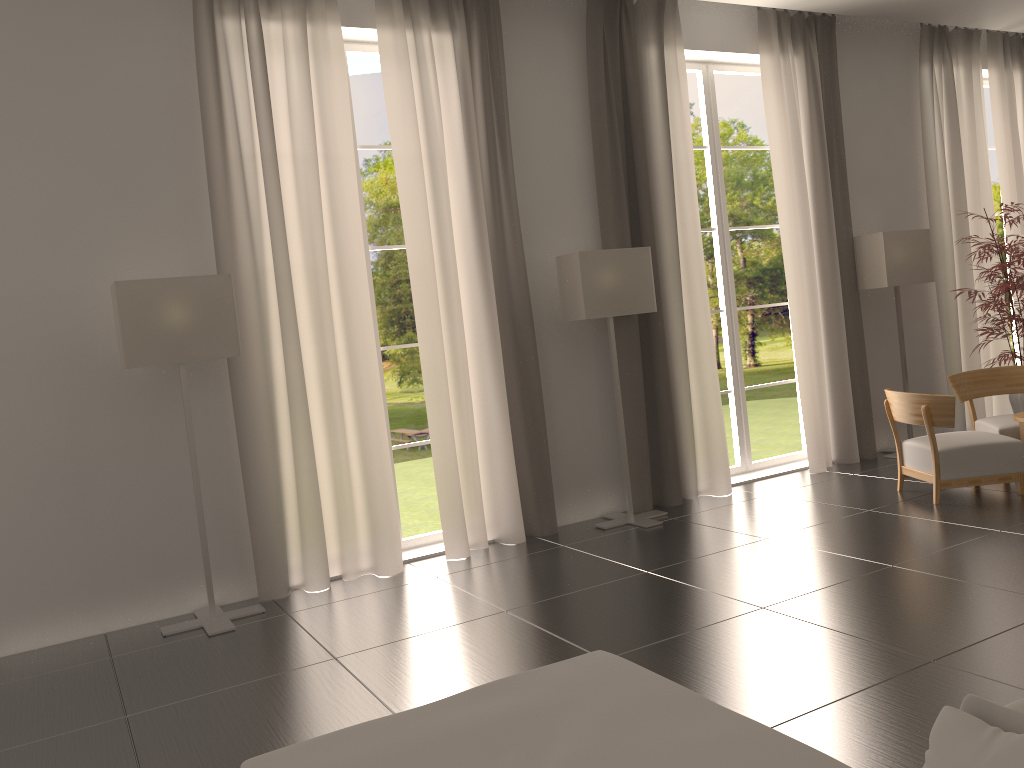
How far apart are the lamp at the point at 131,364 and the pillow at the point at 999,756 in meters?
6.8

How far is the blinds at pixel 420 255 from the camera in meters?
9.5 m

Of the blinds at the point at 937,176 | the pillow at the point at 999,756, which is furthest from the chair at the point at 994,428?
the pillow at the point at 999,756

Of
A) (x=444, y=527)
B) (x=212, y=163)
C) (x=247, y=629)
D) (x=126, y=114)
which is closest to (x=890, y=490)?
(x=444, y=527)

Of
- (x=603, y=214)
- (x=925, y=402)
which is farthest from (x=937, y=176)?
(x=603, y=214)

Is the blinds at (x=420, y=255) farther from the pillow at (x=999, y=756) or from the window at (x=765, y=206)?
the window at (x=765, y=206)

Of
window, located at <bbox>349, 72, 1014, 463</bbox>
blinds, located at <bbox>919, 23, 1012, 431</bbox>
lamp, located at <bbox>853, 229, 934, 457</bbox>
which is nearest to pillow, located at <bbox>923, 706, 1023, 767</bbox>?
lamp, located at <bbox>853, 229, 934, 457</bbox>

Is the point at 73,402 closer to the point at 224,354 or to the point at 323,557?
the point at 224,354

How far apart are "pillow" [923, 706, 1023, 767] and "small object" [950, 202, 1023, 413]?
11.0m

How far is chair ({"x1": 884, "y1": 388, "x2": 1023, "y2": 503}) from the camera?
9.6 meters
